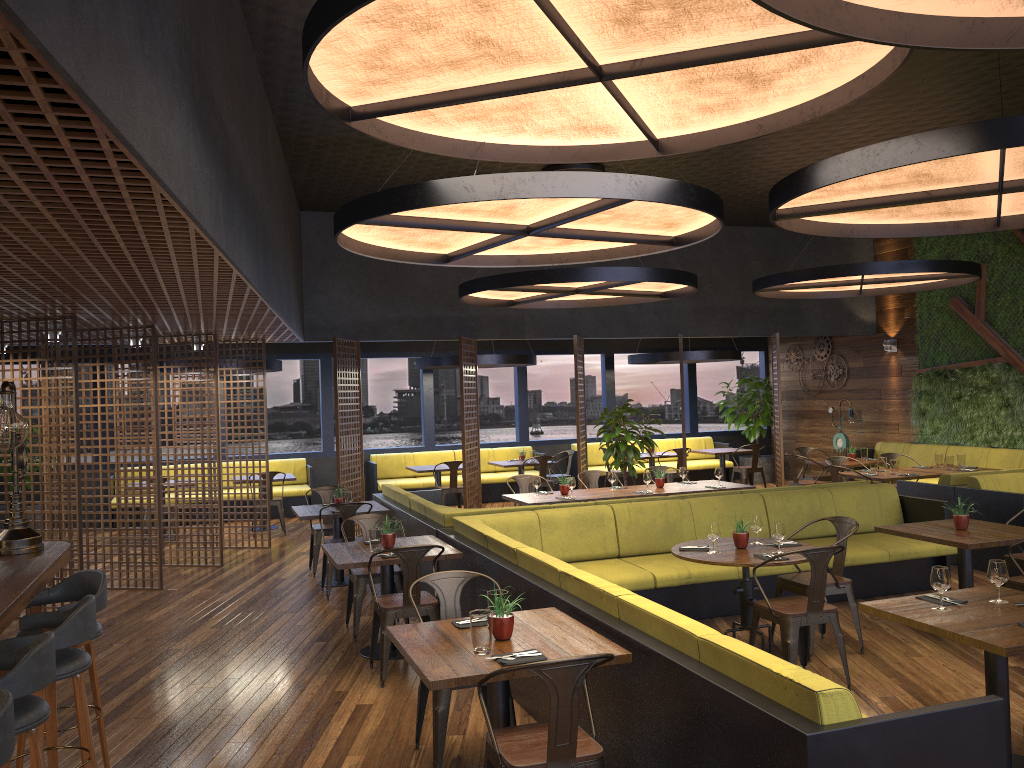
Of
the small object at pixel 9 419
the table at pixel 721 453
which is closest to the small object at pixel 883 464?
the table at pixel 721 453

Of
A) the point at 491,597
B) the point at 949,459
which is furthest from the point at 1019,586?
the point at 949,459

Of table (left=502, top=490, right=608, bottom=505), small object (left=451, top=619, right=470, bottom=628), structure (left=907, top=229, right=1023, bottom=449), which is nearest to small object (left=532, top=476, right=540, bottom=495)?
table (left=502, top=490, right=608, bottom=505)

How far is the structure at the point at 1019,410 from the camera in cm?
1254

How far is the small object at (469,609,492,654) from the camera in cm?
381

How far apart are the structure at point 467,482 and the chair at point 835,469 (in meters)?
4.68

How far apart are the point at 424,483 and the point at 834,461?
6.6 meters

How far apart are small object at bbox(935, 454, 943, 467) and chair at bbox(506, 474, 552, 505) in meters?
5.3

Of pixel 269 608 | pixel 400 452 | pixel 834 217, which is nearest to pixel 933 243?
pixel 834 217

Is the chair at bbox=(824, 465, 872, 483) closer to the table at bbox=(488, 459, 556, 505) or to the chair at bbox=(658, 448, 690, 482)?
the chair at bbox=(658, 448, 690, 482)
